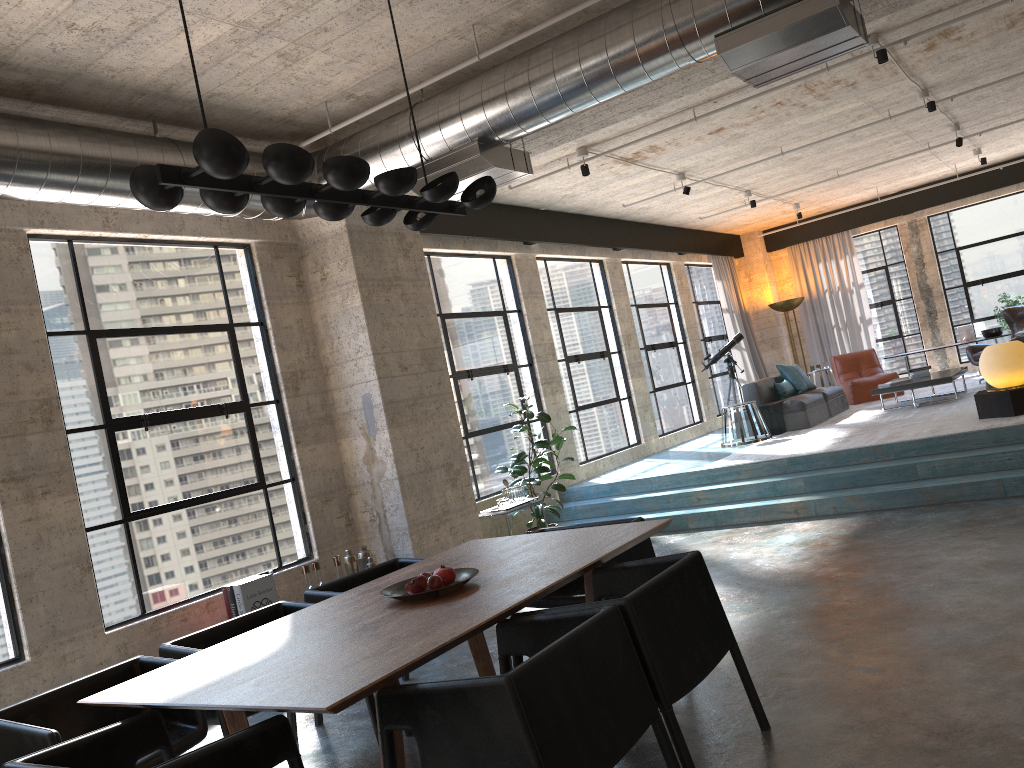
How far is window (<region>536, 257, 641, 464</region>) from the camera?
10.7m

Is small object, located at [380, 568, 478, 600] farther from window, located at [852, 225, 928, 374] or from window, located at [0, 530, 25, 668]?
window, located at [852, 225, 928, 374]

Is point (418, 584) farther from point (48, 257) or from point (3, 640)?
Result: point (48, 257)

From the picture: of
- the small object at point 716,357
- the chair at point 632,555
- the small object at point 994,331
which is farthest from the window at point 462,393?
the small object at point 994,331

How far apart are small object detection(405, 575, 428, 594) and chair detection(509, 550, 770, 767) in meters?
0.6

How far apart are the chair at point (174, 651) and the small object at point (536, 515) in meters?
4.1 m

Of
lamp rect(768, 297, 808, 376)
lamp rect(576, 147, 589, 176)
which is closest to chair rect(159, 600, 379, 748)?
lamp rect(576, 147, 589, 176)

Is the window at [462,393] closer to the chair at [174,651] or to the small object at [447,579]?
the chair at [174,651]

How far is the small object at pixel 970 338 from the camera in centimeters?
1380cm

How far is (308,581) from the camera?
6.3 meters
